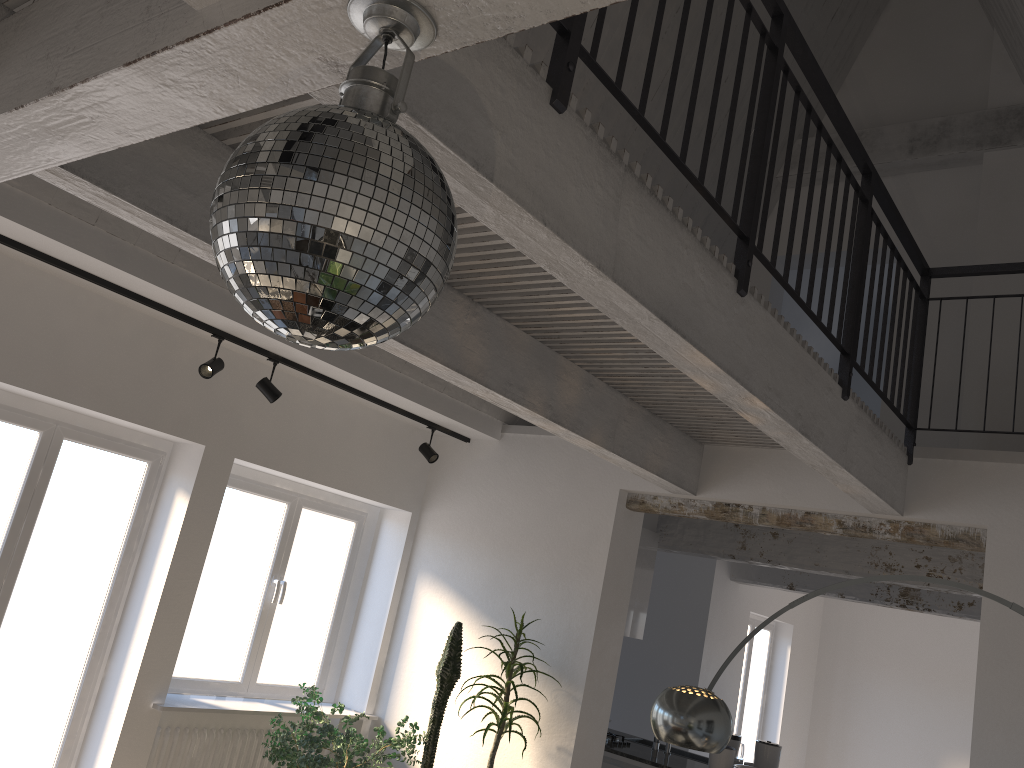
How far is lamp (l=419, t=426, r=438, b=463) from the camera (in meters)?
6.13

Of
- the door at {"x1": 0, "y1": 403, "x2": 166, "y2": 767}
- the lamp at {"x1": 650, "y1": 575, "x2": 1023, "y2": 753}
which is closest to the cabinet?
the lamp at {"x1": 650, "y1": 575, "x2": 1023, "y2": 753}

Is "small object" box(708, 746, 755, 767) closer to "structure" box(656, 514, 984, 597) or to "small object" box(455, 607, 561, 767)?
"structure" box(656, 514, 984, 597)

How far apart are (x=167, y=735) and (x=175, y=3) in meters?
4.8 m

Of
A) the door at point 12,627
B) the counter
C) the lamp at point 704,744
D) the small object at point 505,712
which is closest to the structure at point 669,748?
the counter

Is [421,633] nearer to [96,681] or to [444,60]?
[96,681]

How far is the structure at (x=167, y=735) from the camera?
5.2m

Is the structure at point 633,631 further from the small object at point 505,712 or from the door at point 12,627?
the door at point 12,627

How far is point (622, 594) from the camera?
5.70m

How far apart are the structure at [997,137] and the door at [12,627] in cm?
541
